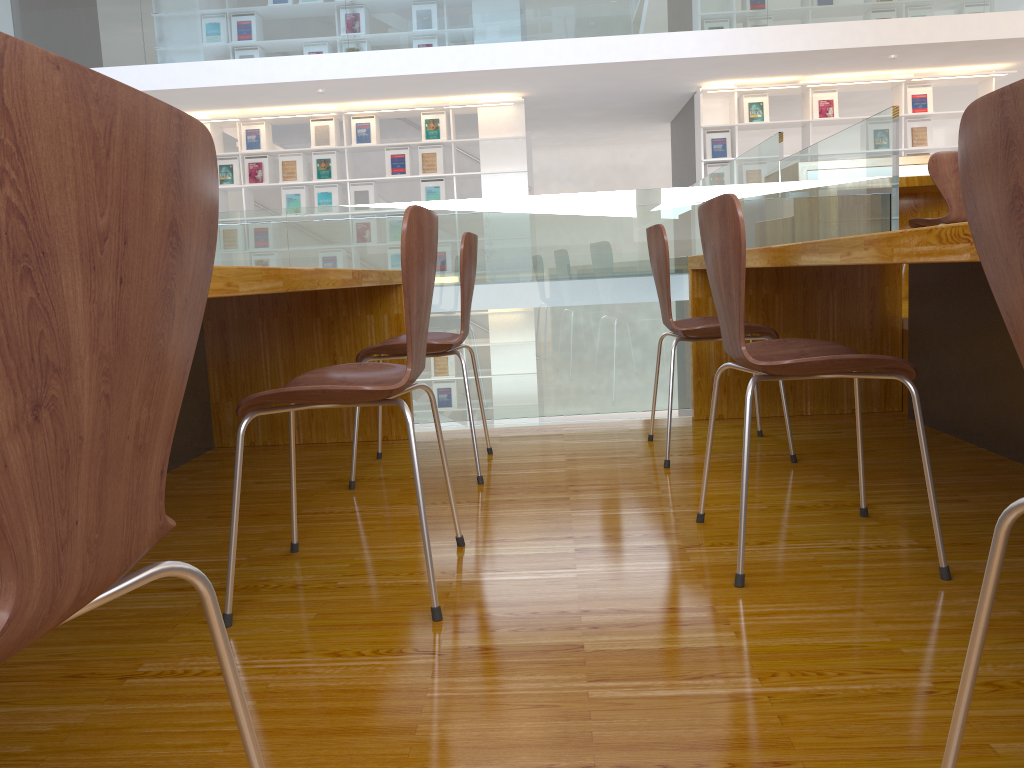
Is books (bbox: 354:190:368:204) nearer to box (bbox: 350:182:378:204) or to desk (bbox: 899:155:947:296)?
box (bbox: 350:182:378:204)

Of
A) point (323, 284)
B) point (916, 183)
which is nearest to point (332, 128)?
point (916, 183)

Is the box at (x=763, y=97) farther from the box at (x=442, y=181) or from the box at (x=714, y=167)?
the box at (x=442, y=181)

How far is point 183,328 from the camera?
0.64m

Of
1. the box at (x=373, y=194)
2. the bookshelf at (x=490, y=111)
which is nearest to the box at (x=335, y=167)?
the bookshelf at (x=490, y=111)

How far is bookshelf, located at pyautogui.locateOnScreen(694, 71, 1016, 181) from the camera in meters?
8.8

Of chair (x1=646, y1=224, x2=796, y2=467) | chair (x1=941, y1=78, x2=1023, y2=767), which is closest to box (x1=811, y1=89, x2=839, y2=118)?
chair (x1=646, y1=224, x2=796, y2=467)

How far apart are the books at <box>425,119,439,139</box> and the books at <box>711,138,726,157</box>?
2.80m

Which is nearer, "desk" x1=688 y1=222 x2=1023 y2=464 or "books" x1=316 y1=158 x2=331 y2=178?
"desk" x1=688 y1=222 x2=1023 y2=464

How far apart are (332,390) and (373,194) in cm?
788
